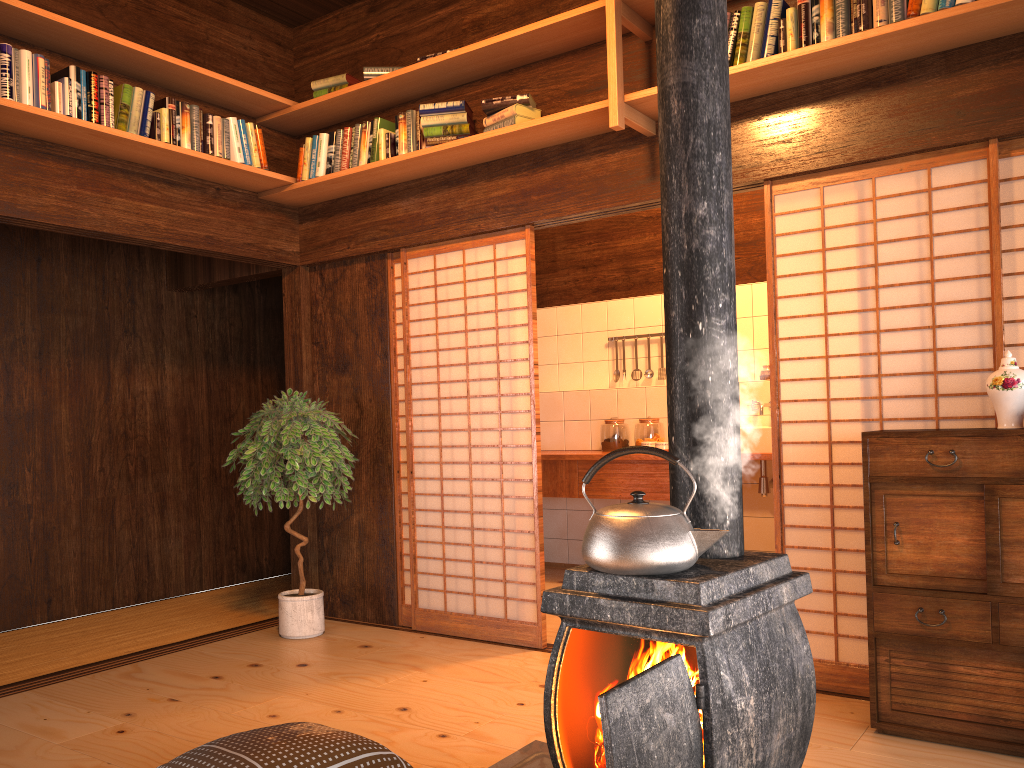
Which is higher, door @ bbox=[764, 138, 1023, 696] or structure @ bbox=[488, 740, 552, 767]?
door @ bbox=[764, 138, 1023, 696]

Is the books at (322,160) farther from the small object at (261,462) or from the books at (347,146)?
the small object at (261,462)

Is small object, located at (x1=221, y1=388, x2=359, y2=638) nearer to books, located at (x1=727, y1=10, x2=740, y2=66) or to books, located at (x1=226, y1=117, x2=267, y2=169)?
books, located at (x1=226, y1=117, x2=267, y2=169)

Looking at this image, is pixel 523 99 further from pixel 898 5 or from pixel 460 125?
pixel 898 5

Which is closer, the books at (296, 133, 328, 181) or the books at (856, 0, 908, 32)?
the books at (856, 0, 908, 32)

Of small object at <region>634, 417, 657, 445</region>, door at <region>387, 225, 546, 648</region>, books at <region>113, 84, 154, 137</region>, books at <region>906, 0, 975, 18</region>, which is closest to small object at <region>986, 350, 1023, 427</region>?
books at <region>906, 0, 975, 18</region>

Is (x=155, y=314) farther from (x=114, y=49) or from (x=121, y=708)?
(x=121, y=708)

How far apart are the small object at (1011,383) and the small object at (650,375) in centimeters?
353cm

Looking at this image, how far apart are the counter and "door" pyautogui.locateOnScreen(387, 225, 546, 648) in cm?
82

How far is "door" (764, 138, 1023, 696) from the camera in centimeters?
333cm
